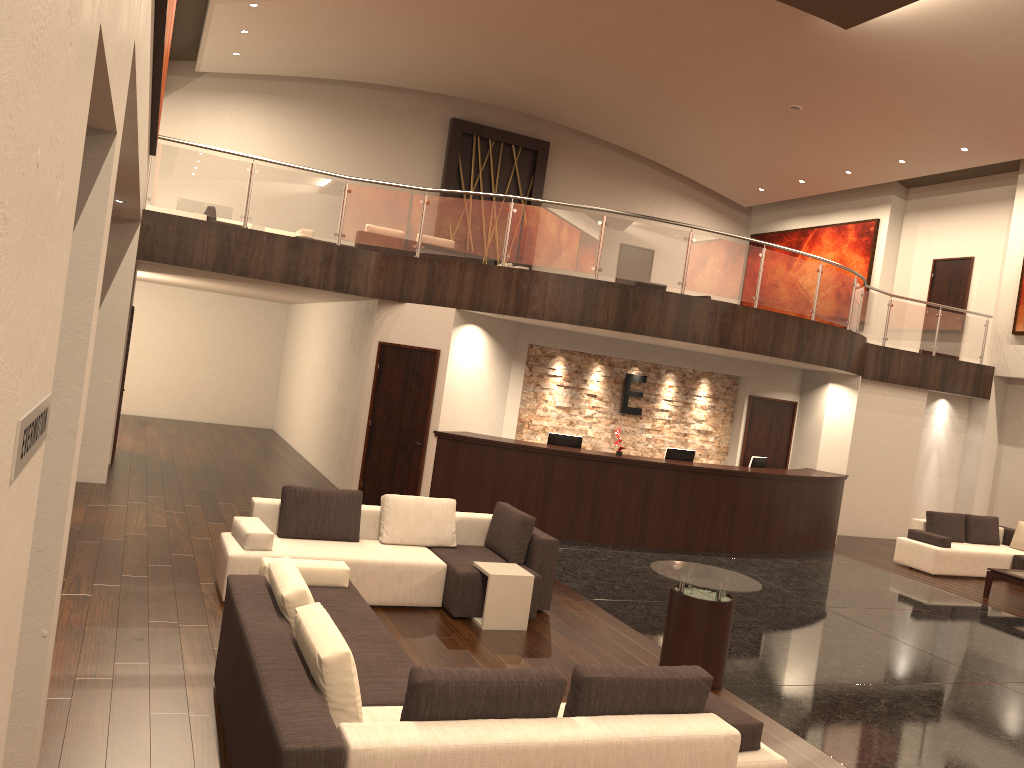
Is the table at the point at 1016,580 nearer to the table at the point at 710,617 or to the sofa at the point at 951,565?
the sofa at the point at 951,565

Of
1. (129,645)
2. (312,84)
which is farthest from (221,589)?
(312,84)

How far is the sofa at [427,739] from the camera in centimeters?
345cm

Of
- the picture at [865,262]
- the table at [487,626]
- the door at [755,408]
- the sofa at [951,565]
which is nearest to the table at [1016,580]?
A: the sofa at [951,565]

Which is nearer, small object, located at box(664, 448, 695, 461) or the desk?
the desk

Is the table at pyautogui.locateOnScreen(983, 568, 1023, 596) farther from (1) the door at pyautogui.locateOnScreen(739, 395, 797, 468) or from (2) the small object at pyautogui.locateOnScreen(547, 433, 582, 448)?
(2) the small object at pyautogui.locateOnScreen(547, 433, 582, 448)

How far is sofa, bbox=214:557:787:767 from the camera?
3.5 meters

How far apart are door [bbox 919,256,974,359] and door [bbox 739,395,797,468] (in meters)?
5.53

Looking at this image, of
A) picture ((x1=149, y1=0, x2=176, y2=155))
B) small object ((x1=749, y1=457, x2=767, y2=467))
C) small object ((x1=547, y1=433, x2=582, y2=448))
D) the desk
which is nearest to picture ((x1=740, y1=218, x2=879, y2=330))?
the desk

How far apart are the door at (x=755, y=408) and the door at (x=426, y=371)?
5.9 meters
